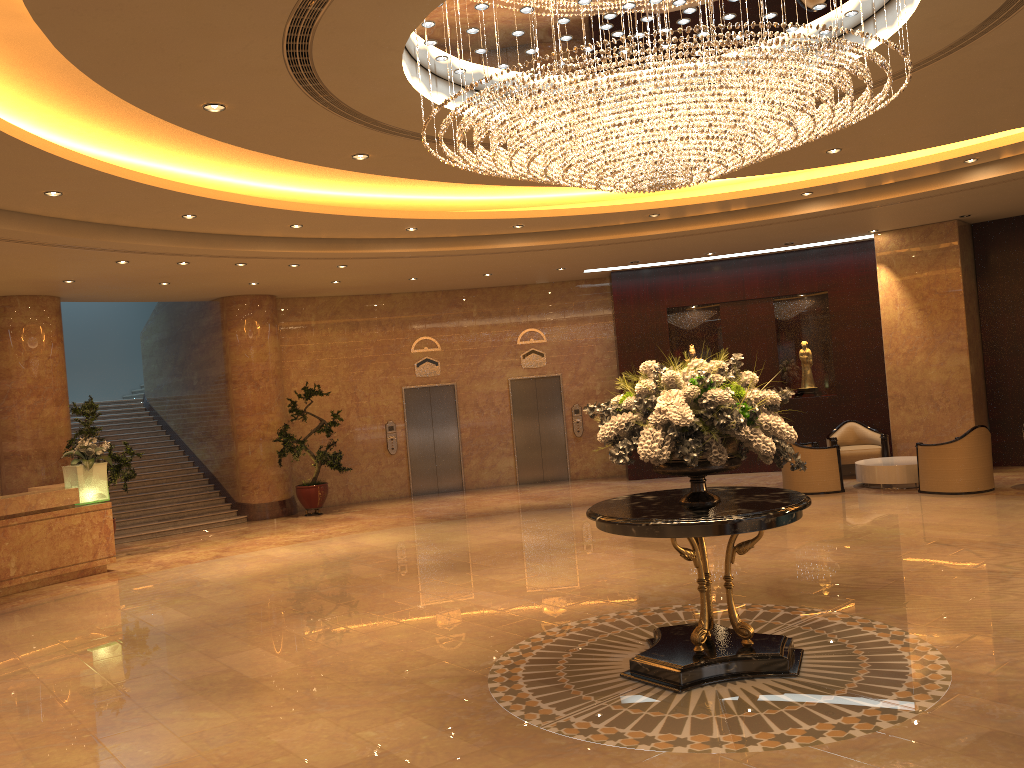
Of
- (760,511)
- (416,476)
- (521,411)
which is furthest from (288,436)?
(760,511)

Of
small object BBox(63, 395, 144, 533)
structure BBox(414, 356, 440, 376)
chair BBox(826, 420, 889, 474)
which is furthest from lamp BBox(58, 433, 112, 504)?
chair BBox(826, 420, 889, 474)

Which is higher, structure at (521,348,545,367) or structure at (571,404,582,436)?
structure at (521,348,545,367)

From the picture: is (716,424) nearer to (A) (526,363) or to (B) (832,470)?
(B) (832,470)

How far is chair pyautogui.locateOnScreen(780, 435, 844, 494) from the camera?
13.02m

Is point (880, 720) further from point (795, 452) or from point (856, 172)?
point (795, 452)

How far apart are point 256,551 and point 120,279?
4.4m

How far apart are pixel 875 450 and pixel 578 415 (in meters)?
5.67

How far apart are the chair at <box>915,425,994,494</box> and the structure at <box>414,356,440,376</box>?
8.86m

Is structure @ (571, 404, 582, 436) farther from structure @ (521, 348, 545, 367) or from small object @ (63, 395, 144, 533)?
small object @ (63, 395, 144, 533)
